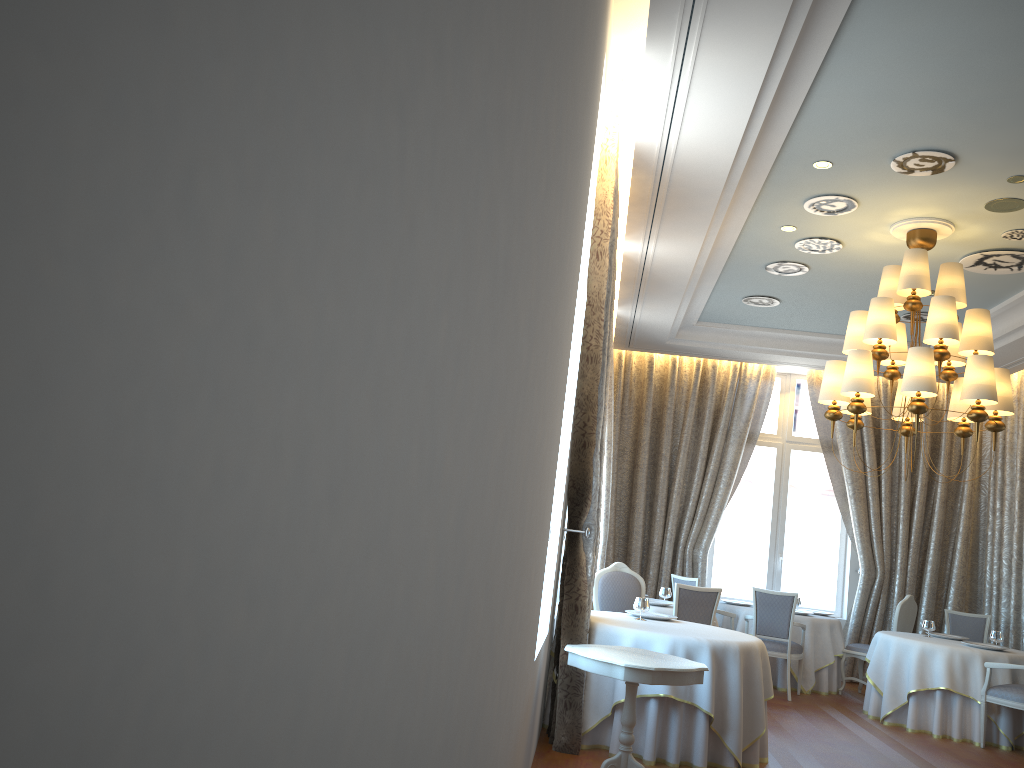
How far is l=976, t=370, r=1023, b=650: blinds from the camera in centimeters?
1057cm

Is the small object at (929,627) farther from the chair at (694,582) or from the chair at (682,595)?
the chair at (682,595)

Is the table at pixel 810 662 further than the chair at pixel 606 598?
Yes

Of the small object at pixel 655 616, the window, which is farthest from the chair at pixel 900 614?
the small object at pixel 655 616

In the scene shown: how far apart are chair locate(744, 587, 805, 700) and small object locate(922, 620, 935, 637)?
1.28m

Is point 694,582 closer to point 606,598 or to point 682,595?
point 682,595

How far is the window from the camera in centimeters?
1218cm

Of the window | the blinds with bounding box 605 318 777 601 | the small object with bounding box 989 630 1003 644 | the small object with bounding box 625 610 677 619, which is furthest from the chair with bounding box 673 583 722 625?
the window

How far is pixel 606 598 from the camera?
7.7m

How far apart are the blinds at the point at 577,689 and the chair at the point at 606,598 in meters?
1.1 m
